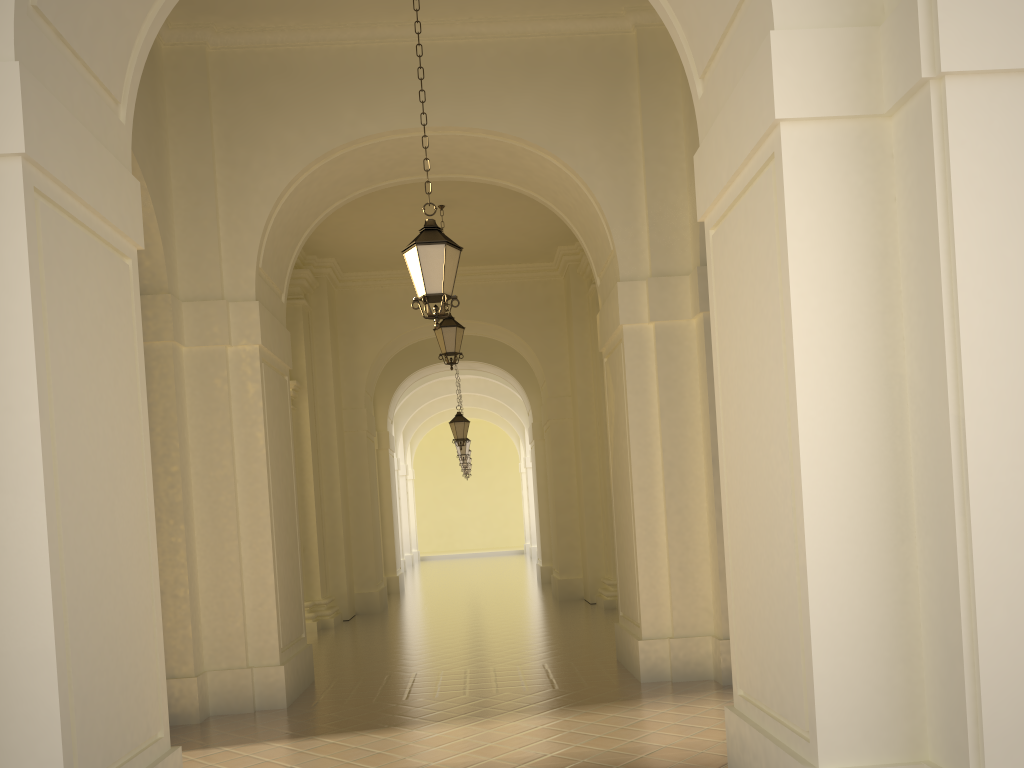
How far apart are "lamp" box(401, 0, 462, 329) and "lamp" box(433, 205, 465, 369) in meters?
6.3 m

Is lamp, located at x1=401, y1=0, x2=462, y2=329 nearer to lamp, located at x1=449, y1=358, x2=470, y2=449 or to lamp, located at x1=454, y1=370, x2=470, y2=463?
lamp, located at x1=449, y1=358, x2=470, y2=449

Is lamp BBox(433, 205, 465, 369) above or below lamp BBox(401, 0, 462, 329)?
above

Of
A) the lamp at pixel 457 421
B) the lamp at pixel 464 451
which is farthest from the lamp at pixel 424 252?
the lamp at pixel 464 451

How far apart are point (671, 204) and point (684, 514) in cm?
312

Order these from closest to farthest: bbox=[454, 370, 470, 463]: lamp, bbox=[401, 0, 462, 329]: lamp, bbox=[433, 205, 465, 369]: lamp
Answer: bbox=[401, 0, 462, 329]: lamp
bbox=[433, 205, 465, 369]: lamp
bbox=[454, 370, 470, 463]: lamp

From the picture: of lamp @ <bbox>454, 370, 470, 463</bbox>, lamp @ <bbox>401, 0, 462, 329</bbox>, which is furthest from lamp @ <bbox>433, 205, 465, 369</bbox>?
lamp @ <bbox>454, 370, 470, 463</bbox>

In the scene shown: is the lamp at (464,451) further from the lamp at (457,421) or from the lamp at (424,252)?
the lamp at (424,252)

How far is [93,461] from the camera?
4.65m

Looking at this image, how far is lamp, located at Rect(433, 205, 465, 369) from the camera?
13.7 meters
